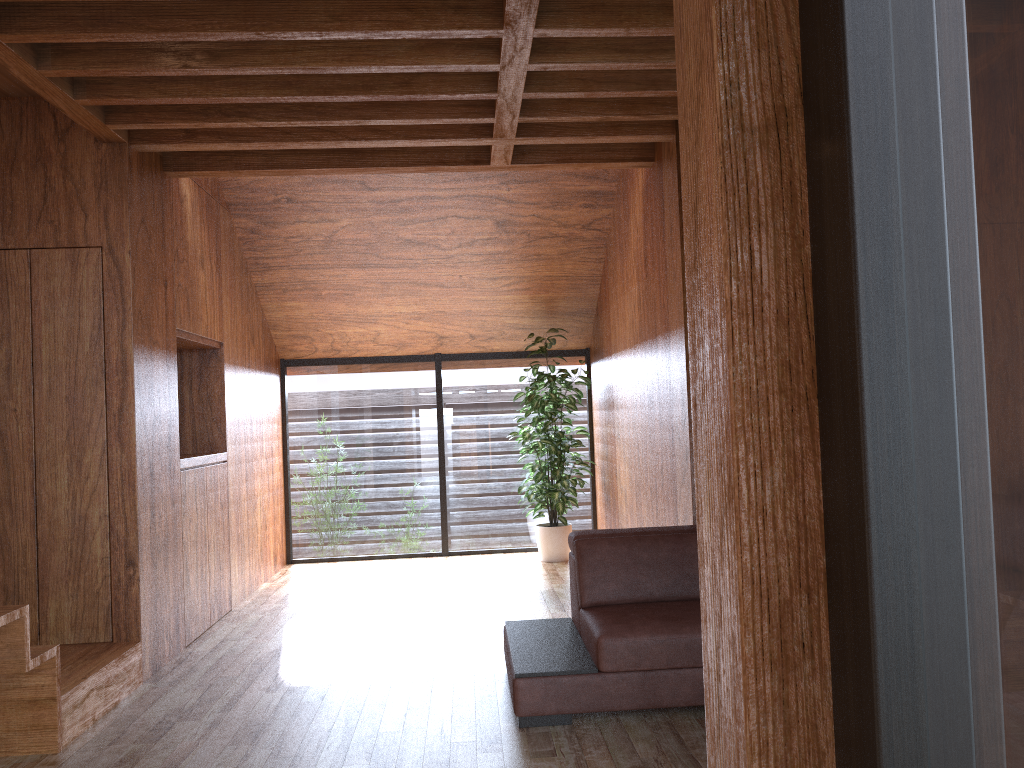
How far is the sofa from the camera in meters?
3.0 m

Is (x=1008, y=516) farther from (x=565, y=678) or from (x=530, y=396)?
(x=530, y=396)

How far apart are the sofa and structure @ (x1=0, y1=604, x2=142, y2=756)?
1.5 meters

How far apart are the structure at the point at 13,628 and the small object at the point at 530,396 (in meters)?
2.99

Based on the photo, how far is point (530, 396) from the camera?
6.19m

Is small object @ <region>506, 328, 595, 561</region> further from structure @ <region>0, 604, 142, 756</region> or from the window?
structure @ <region>0, 604, 142, 756</region>

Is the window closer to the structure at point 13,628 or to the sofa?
the sofa

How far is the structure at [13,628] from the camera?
2.8m

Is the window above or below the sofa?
above

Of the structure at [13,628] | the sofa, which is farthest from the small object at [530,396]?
the structure at [13,628]
